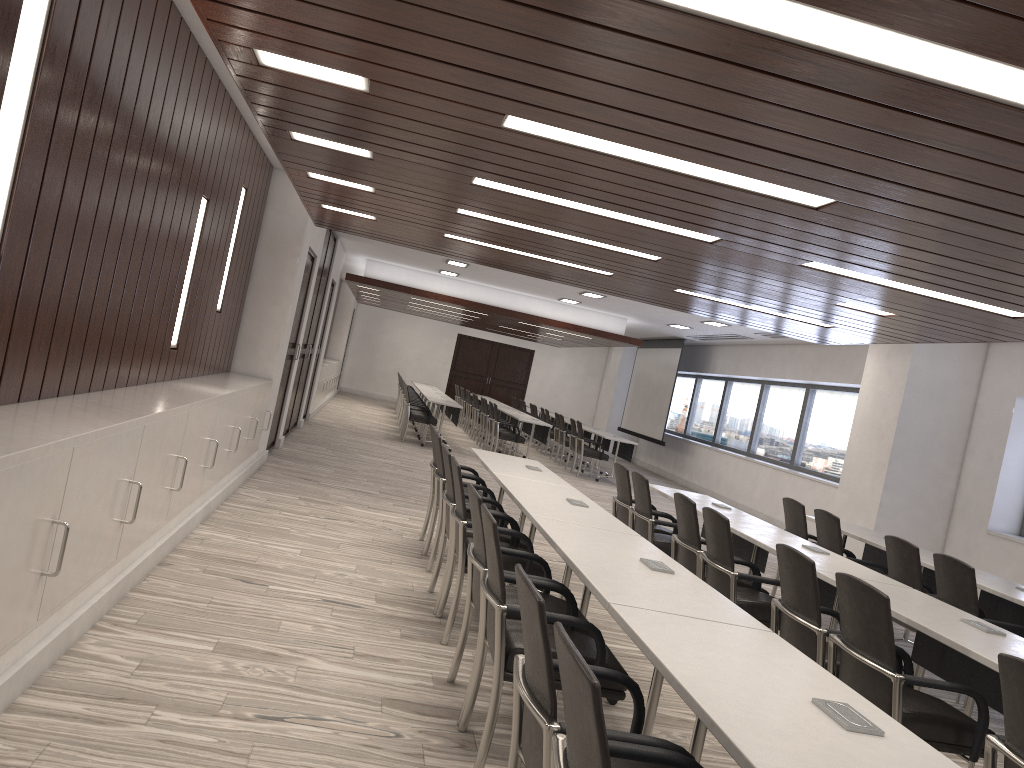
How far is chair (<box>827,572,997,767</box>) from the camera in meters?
3.3

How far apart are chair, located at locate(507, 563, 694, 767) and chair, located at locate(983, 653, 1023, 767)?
1.1m

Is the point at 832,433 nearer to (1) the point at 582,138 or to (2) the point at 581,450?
(2) the point at 581,450

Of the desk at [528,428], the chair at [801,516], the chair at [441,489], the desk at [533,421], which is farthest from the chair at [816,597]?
the desk at [528,428]

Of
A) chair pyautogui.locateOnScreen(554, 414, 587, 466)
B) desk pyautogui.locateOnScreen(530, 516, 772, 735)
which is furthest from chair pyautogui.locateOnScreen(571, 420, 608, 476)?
A: desk pyautogui.locateOnScreen(530, 516, 772, 735)

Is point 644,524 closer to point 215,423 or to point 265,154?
point 215,423

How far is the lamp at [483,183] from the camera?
5.1 meters

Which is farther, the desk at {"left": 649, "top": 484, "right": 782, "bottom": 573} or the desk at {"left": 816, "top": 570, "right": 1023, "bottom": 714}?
the desk at {"left": 649, "top": 484, "right": 782, "bottom": 573}

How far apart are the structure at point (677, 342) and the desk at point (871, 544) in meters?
10.2

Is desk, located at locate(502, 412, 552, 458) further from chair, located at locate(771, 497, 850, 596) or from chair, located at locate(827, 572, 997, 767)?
chair, located at locate(827, 572, 997, 767)
